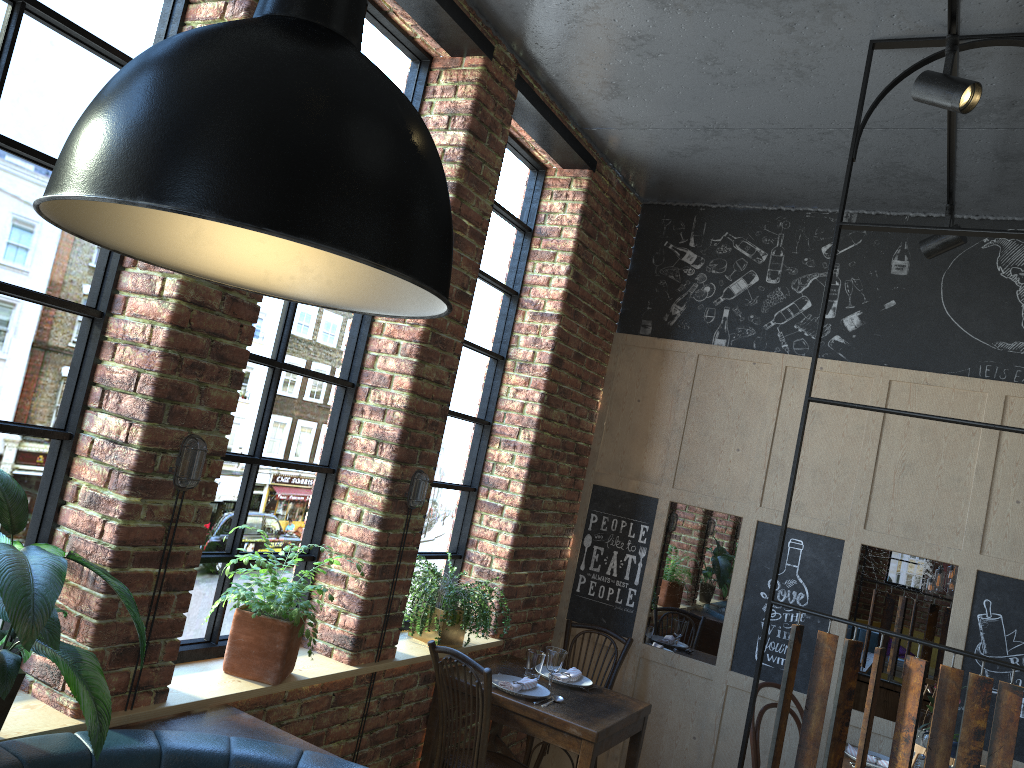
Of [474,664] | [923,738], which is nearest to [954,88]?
[474,664]

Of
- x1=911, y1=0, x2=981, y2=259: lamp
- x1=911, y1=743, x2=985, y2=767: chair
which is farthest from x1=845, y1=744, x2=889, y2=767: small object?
x1=911, y1=0, x2=981, y2=259: lamp

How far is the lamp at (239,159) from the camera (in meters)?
0.87

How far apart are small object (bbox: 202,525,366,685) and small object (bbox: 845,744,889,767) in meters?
2.6 m

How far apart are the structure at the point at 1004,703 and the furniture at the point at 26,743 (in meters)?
1.31

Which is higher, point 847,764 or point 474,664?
point 474,664

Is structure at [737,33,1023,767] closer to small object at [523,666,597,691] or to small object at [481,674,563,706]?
small object at [481,674,563,706]

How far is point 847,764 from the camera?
3.90m

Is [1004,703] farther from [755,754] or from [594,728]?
[755,754]

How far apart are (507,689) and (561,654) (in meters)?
0.29
